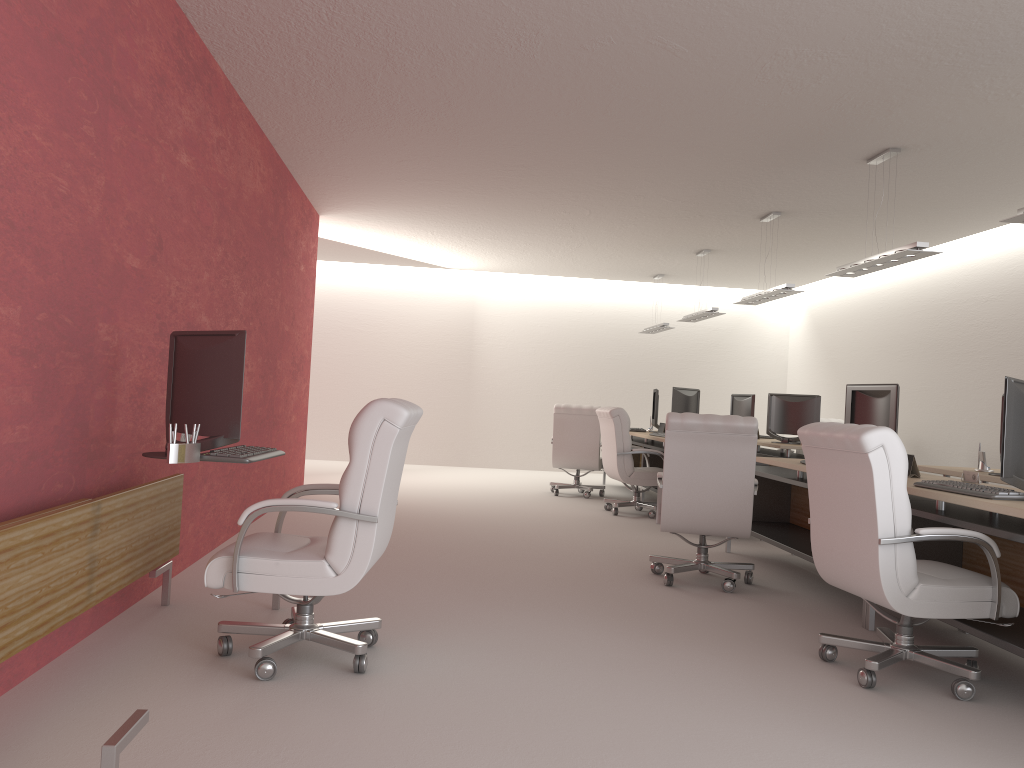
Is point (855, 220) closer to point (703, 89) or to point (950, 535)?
point (703, 89)

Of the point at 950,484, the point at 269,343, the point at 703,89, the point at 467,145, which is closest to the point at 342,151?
the point at 467,145

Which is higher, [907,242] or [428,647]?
[907,242]

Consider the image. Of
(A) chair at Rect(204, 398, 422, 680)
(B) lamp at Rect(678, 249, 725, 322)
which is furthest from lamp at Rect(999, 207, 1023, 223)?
(B) lamp at Rect(678, 249, 725, 322)

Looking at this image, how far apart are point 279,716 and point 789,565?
6.8 meters

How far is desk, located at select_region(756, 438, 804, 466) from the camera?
13.2 meters

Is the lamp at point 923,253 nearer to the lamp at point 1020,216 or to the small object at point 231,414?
the lamp at point 1020,216

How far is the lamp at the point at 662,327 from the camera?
18.7m

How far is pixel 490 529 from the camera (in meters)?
11.28

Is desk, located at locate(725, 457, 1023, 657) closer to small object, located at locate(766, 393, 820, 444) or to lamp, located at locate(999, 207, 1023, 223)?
lamp, located at locate(999, 207, 1023, 223)
